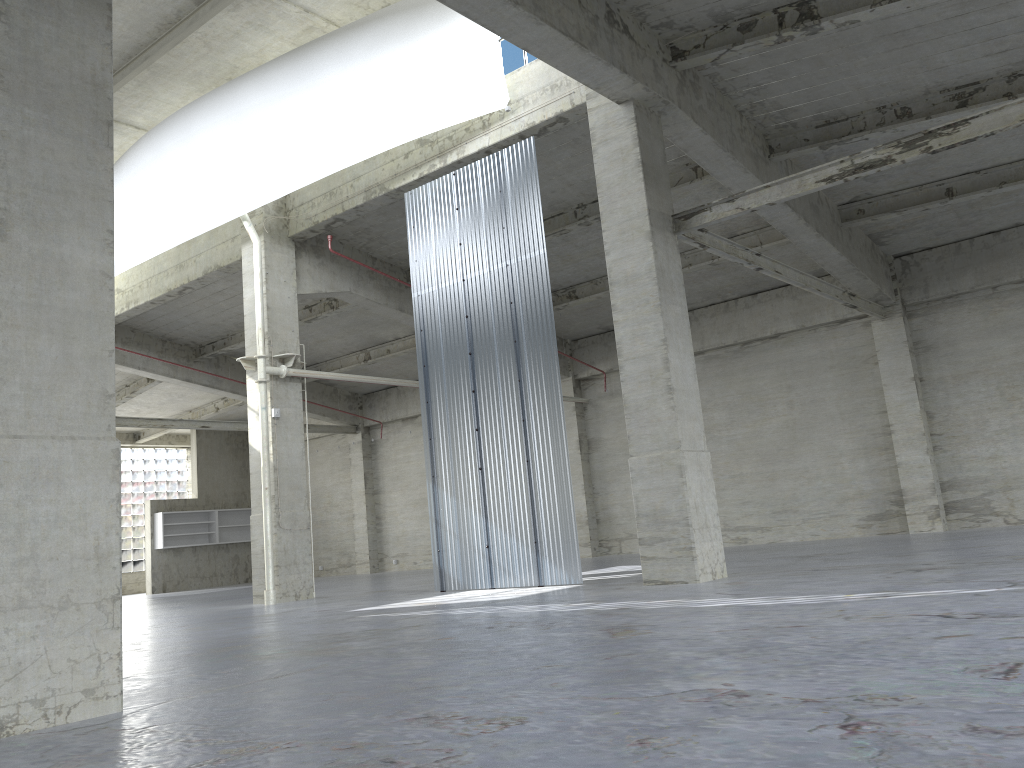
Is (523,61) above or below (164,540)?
above

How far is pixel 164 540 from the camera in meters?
45.8

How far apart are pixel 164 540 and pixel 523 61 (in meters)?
34.65

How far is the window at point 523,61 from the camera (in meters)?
21.59

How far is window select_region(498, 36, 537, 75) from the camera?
21.6 meters

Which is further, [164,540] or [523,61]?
[164,540]

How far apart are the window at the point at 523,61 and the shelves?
32.96m

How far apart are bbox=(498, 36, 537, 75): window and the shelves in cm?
3296

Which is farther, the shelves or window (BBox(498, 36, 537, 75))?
the shelves

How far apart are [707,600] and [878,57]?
12.50m
